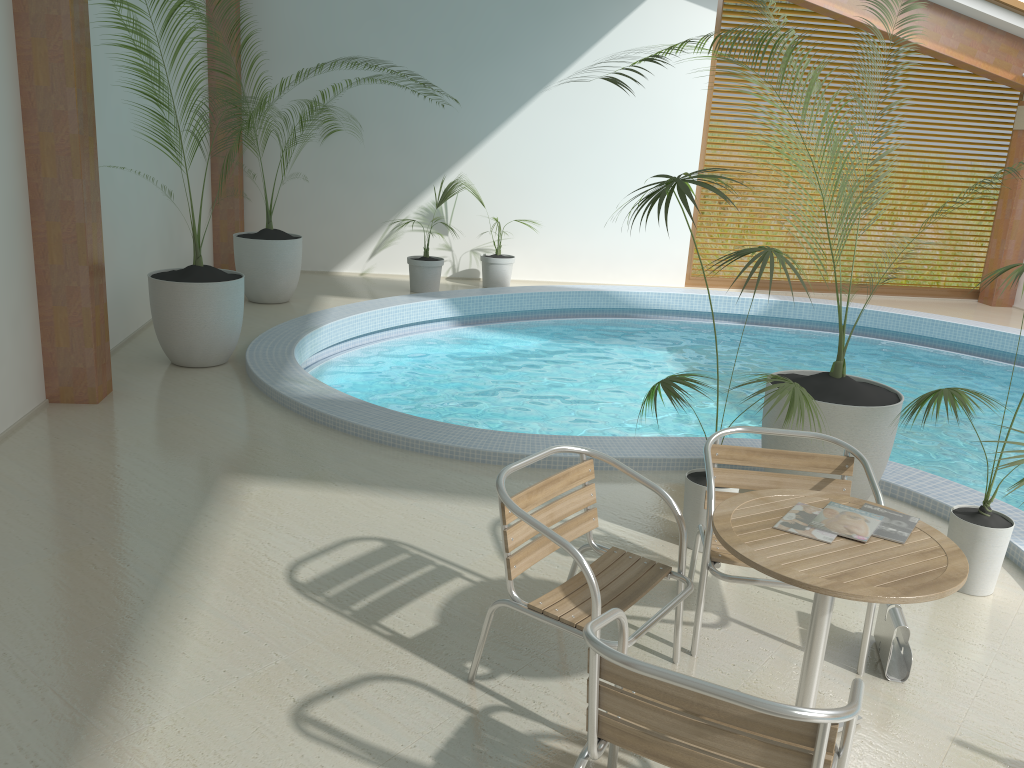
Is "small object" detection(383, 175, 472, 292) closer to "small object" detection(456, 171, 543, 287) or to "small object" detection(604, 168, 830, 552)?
"small object" detection(456, 171, 543, 287)

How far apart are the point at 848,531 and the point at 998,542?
1.56m

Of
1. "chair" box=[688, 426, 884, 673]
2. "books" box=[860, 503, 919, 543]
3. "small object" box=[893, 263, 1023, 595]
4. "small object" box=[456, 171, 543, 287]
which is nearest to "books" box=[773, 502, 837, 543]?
"books" box=[860, 503, 919, 543]

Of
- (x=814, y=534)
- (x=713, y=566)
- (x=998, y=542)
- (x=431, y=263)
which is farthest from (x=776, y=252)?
(x=431, y=263)

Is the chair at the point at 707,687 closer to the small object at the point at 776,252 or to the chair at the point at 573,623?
the chair at the point at 573,623

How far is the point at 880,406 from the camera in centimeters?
419cm

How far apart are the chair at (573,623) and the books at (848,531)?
0.5m

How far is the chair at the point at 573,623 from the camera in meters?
2.7 m

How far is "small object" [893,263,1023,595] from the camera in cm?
371

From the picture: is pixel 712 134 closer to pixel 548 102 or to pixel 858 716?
pixel 548 102
